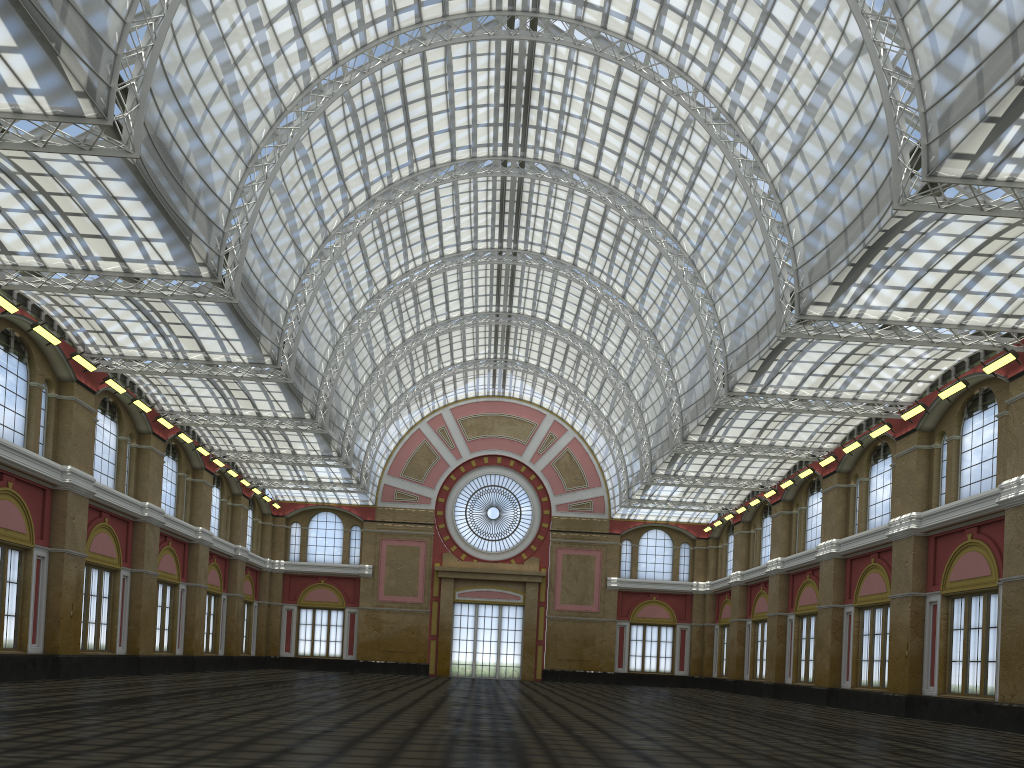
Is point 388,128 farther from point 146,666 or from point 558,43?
point 146,666
